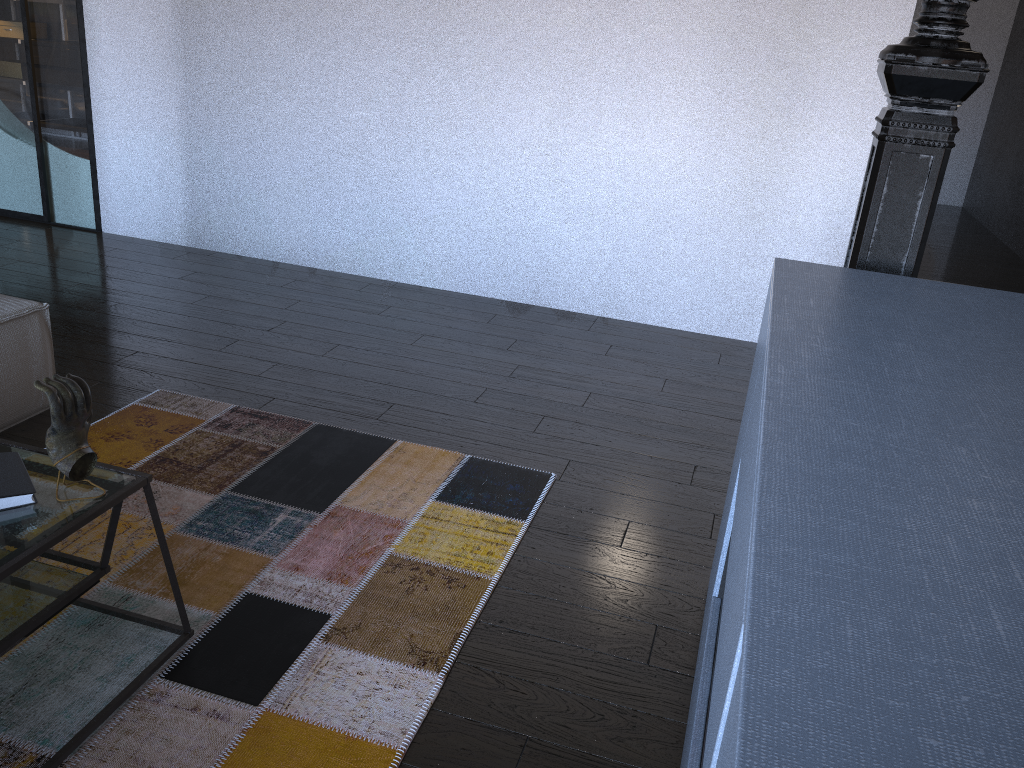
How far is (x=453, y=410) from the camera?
3.11m

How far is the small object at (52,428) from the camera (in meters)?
1.51

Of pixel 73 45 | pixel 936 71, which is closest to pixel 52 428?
pixel 936 71

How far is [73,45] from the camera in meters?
4.7

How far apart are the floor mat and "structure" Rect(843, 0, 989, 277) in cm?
104

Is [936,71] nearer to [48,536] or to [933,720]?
[933,720]

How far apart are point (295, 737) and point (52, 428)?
0.7m

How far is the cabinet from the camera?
0.6m

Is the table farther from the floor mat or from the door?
the door

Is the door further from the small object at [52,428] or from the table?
the small object at [52,428]
